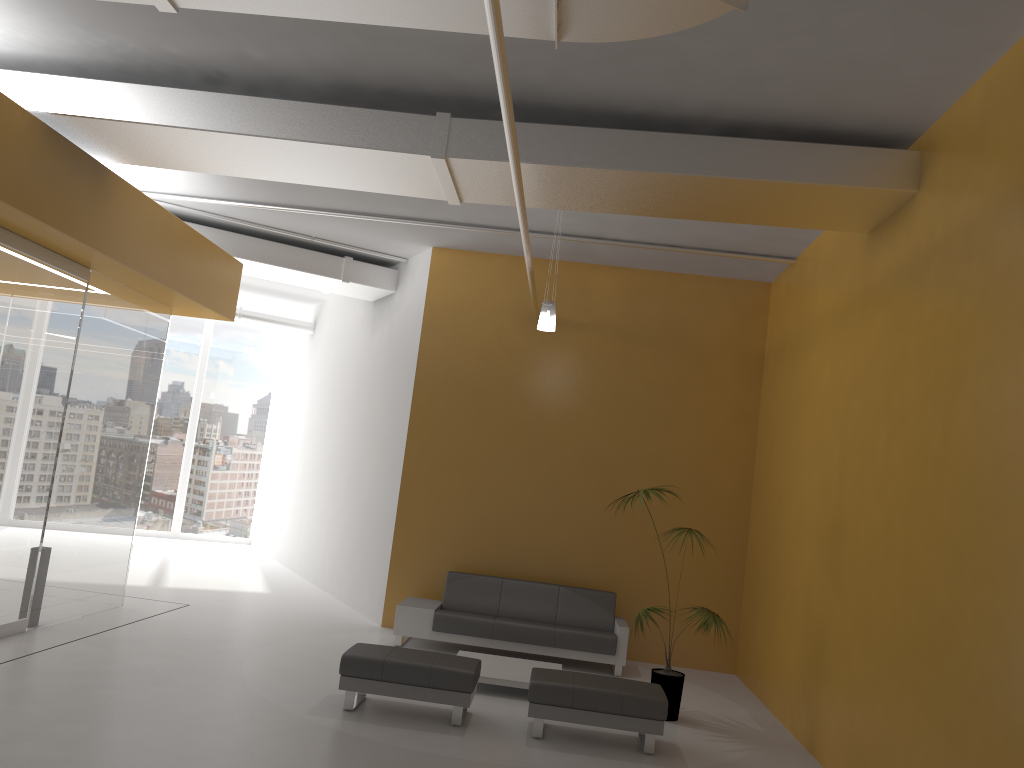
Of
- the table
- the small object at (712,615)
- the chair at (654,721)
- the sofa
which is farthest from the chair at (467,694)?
the sofa

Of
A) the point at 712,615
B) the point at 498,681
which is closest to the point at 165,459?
the point at 498,681

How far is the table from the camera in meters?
7.6 m

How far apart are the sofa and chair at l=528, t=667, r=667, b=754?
2.13m

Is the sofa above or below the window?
below

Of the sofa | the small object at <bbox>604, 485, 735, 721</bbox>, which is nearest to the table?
the sofa

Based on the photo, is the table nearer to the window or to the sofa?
the sofa

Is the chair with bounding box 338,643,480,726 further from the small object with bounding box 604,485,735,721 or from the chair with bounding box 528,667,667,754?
the small object with bounding box 604,485,735,721

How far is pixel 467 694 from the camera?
6.5 meters

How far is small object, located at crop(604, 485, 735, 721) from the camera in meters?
7.4 m
